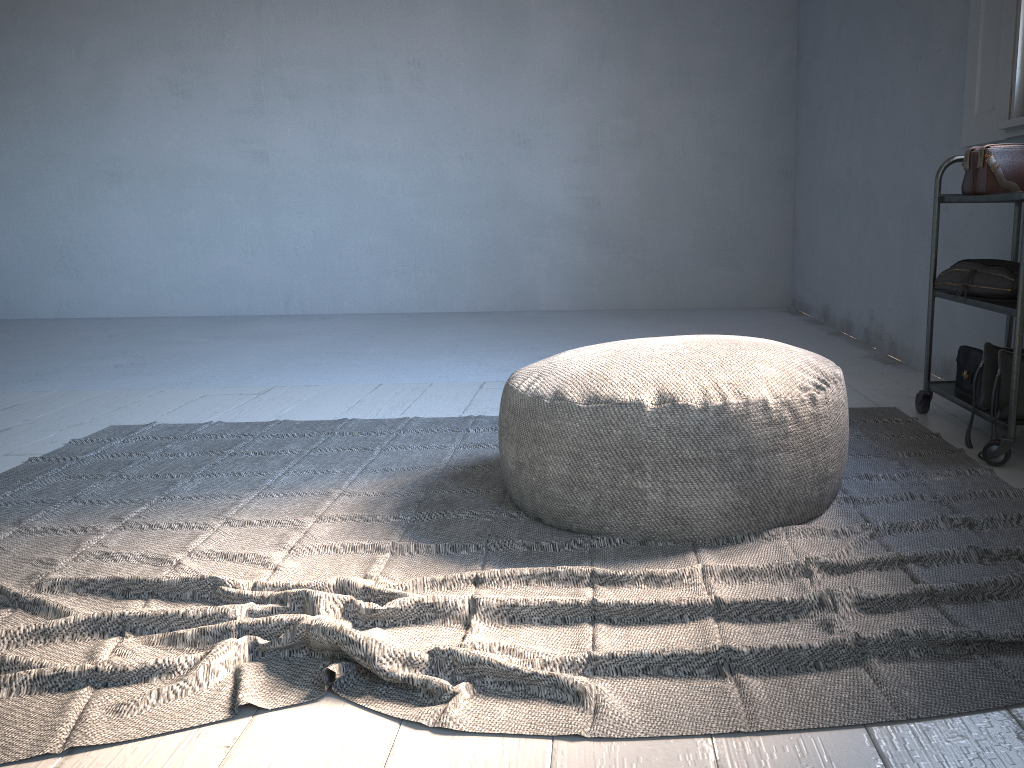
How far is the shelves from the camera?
2.55m

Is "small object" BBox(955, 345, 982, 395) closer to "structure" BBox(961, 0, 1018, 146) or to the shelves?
the shelves

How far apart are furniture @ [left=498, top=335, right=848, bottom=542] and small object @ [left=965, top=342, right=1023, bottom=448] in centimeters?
73cm

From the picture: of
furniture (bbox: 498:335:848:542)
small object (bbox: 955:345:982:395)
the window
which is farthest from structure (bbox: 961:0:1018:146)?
furniture (bbox: 498:335:848:542)

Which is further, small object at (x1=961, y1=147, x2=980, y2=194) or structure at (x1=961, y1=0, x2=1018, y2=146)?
structure at (x1=961, y1=0, x2=1018, y2=146)

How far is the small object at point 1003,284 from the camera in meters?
2.8

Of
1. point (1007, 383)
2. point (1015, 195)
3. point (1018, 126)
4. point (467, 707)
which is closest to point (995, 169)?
point (1015, 195)

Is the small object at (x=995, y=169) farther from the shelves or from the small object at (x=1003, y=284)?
the small object at (x=1003, y=284)

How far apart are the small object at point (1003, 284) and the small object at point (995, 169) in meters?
0.2 m

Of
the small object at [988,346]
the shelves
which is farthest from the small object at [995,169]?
the small object at [988,346]
